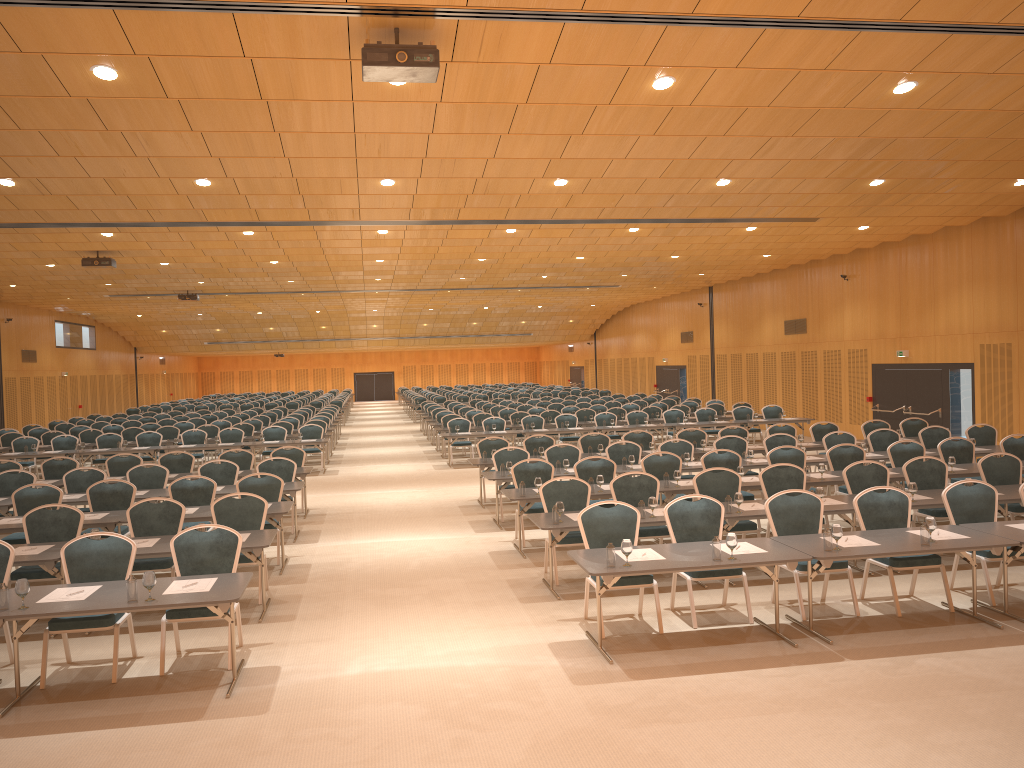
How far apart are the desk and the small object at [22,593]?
0.1m

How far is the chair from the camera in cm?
784

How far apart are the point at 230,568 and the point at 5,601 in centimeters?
185cm

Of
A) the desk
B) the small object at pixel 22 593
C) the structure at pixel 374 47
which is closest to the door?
the desk

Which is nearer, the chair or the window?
the chair

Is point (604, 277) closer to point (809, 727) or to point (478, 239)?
point (478, 239)

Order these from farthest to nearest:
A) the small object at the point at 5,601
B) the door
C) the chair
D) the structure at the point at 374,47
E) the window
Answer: the door, the window, the chair, the structure at the point at 374,47, the small object at the point at 5,601

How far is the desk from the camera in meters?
6.5 m

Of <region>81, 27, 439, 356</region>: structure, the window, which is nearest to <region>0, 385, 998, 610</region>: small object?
<region>81, 27, 439, 356</region>: structure

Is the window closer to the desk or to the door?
the door
